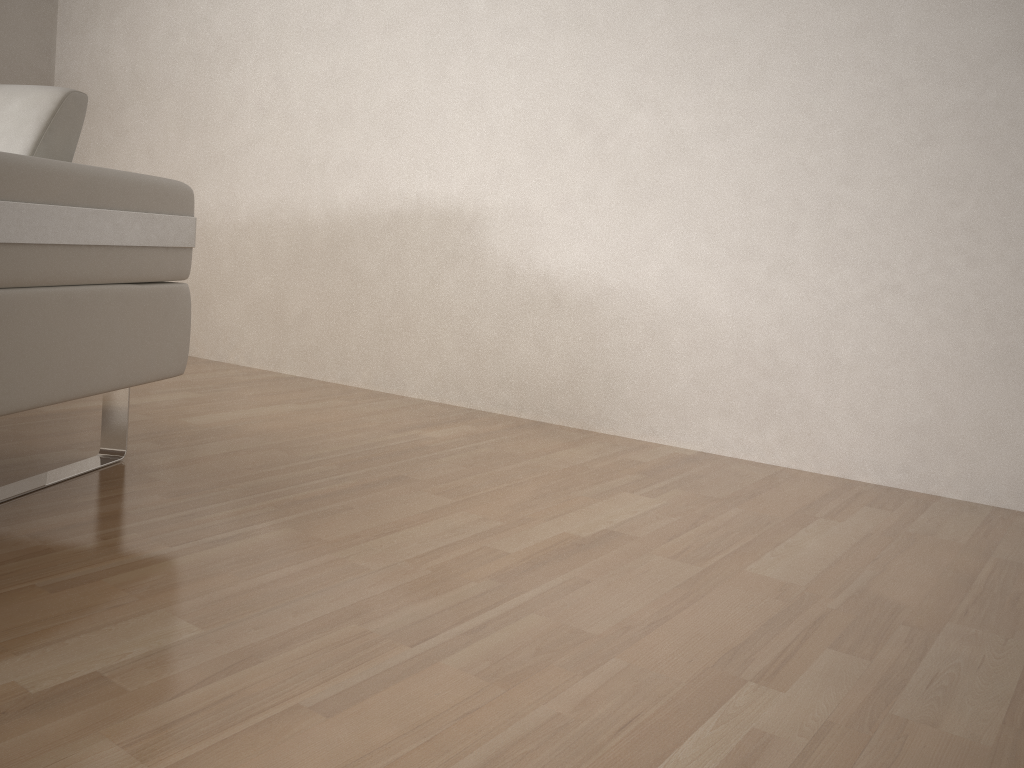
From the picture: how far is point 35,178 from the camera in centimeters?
132cm

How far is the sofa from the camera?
1.32m

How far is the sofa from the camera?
1.32m
